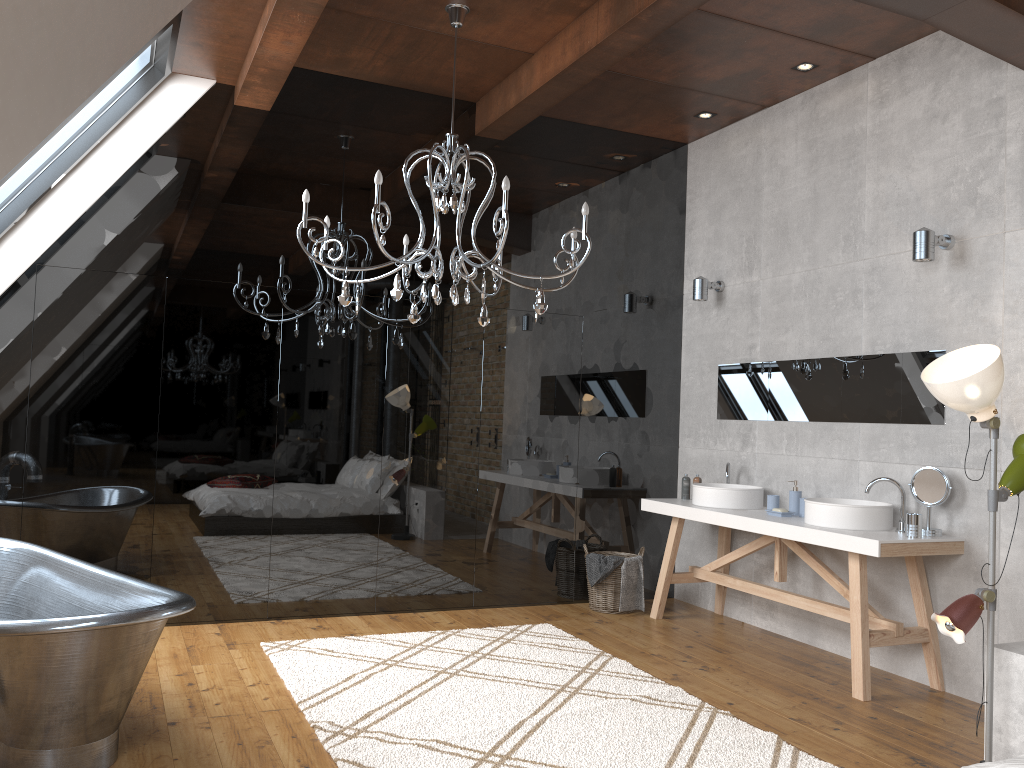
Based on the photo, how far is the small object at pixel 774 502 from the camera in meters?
5.2 m

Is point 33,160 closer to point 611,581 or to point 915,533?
point 611,581

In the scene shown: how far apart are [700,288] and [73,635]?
4.44m

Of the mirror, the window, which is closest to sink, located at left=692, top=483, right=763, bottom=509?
the mirror

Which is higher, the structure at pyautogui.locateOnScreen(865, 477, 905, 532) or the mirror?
the mirror

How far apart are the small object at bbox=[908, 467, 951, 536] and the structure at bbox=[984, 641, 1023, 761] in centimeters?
108cm

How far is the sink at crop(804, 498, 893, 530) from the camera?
4.45m

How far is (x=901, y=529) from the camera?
4.4m

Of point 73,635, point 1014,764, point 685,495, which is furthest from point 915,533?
point 73,635

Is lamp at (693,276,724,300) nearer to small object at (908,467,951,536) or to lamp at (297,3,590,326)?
lamp at (297,3,590,326)
